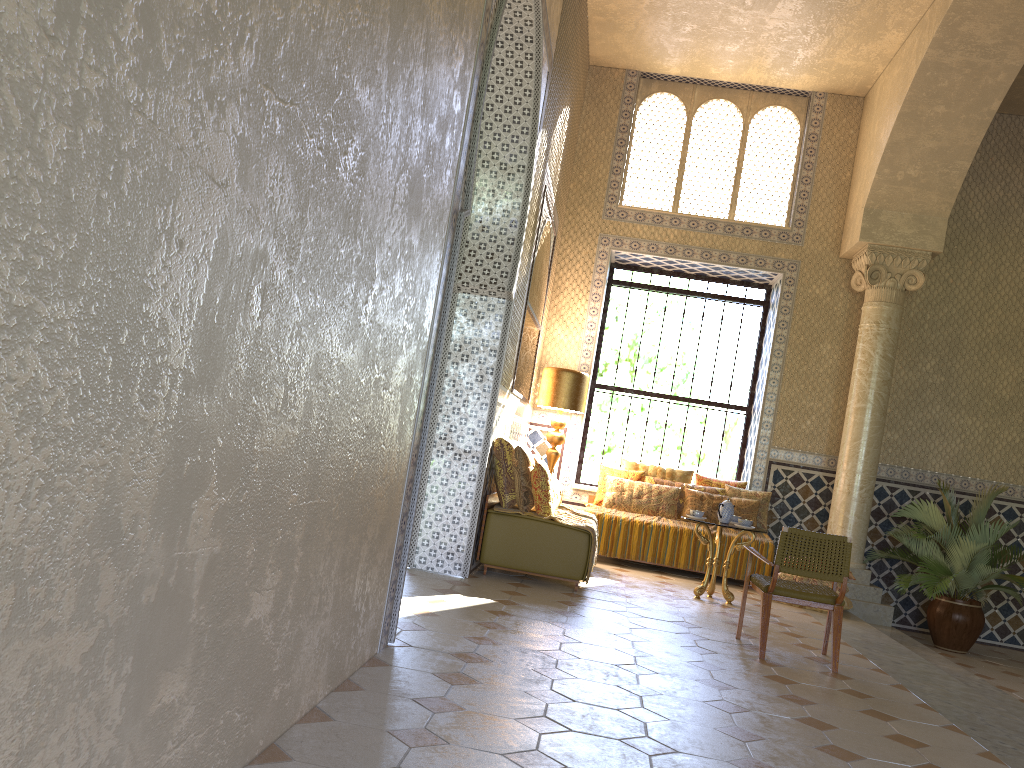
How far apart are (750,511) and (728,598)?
2.8 meters

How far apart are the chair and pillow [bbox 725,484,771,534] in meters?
5.1

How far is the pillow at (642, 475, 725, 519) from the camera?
13.83m

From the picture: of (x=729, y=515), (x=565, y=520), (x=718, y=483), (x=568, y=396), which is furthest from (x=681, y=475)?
(x=565, y=520)

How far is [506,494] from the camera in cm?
1024

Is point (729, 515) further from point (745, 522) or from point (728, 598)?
point (728, 598)

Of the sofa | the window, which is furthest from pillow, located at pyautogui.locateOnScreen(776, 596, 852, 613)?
the sofa

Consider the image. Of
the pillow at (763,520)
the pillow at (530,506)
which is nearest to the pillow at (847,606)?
the pillow at (763,520)

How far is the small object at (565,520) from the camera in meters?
10.1 m

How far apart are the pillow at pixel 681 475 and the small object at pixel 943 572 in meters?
3.0
